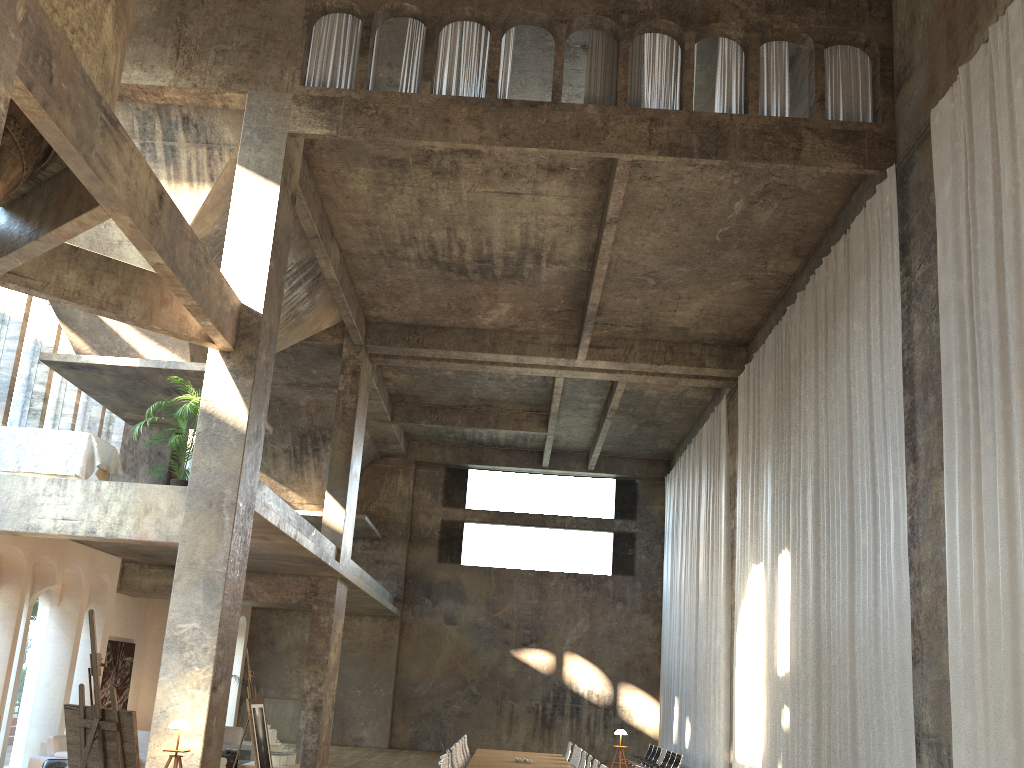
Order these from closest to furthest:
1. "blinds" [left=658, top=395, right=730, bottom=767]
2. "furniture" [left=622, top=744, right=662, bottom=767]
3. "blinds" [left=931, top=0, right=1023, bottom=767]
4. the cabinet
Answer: "blinds" [left=931, top=0, right=1023, bottom=767] → the cabinet → "blinds" [left=658, top=395, right=730, bottom=767] → "furniture" [left=622, top=744, right=662, bottom=767]

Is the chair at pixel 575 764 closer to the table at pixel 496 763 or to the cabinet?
the table at pixel 496 763

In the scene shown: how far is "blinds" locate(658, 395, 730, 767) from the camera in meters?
18.2 m

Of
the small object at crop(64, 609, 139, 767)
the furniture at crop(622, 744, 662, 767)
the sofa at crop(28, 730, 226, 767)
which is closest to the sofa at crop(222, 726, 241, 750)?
the sofa at crop(28, 730, 226, 767)

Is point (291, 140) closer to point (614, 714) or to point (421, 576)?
point (421, 576)

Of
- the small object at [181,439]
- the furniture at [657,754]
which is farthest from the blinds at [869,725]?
the small object at [181,439]

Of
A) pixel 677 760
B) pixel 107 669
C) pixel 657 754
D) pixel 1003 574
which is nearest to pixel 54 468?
pixel 107 669

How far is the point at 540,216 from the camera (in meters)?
14.69

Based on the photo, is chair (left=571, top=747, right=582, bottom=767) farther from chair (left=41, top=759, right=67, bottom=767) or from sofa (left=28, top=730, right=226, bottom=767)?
chair (left=41, top=759, right=67, bottom=767)

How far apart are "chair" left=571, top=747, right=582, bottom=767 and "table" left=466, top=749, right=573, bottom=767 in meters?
0.1 m
